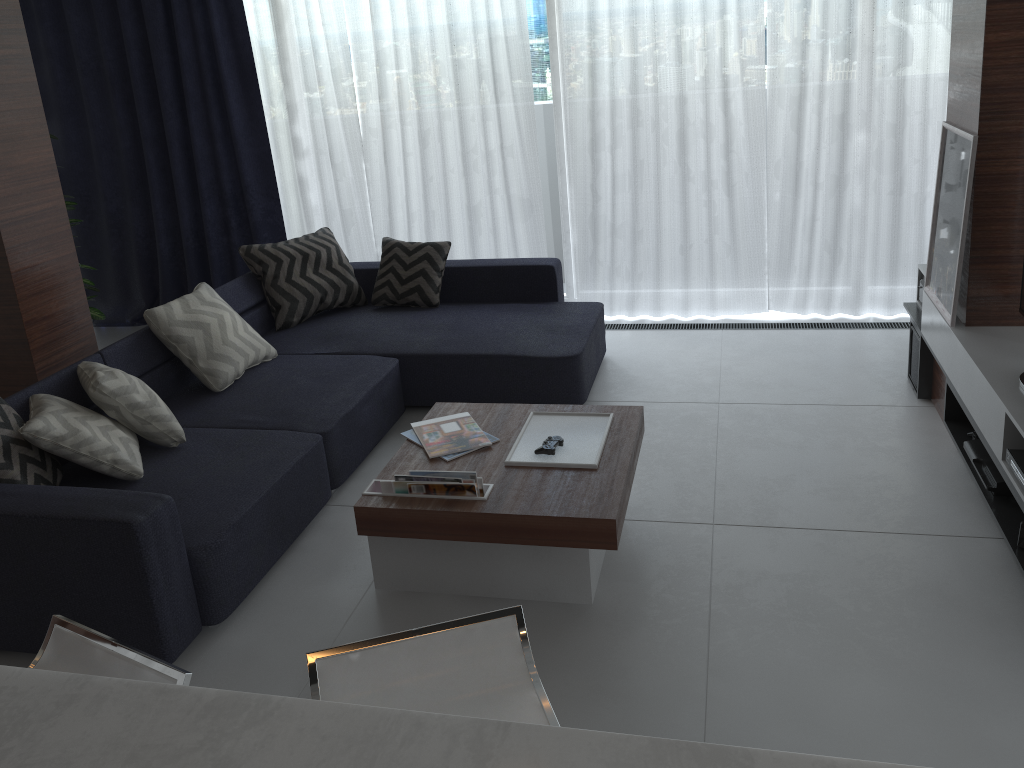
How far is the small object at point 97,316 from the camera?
5.2 meters

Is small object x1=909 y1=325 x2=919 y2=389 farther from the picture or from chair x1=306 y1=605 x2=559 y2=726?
chair x1=306 y1=605 x2=559 y2=726

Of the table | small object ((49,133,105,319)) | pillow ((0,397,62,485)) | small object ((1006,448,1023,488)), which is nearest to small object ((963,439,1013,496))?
small object ((1006,448,1023,488))

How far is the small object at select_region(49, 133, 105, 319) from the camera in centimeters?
523cm

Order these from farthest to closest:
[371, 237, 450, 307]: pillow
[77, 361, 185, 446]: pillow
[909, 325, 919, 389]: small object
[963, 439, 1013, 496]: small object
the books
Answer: [371, 237, 450, 307]: pillow < [909, 325, 919, 389]: small object < [77, 361, 185, 446]: pillow < [963, 439, 1013, 496]: small object < the books

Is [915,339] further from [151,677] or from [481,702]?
[151,677]

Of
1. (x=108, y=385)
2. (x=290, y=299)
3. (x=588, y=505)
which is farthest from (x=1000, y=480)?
(x=290, y=299)

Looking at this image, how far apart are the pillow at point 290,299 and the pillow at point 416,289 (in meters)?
0.14

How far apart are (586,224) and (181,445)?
2.8m

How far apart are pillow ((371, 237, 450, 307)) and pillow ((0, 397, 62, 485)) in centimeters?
205cm
